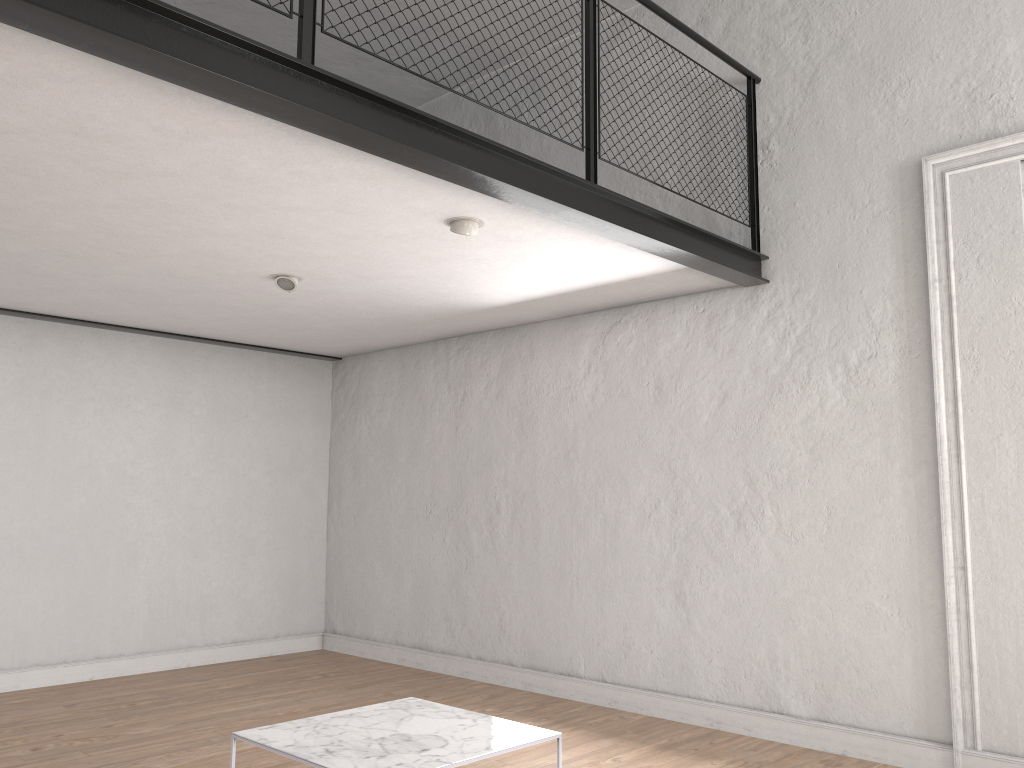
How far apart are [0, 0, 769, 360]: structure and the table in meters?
2.1

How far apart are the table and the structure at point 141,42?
2.05m

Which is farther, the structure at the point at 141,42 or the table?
the table

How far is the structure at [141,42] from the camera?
2.40m

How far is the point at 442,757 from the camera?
2.9 meters

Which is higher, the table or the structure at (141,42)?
the structure at (141,42)

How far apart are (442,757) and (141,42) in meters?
2.3 m

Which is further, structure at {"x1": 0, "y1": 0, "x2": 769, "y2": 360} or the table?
the table

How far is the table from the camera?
2.9 meters
